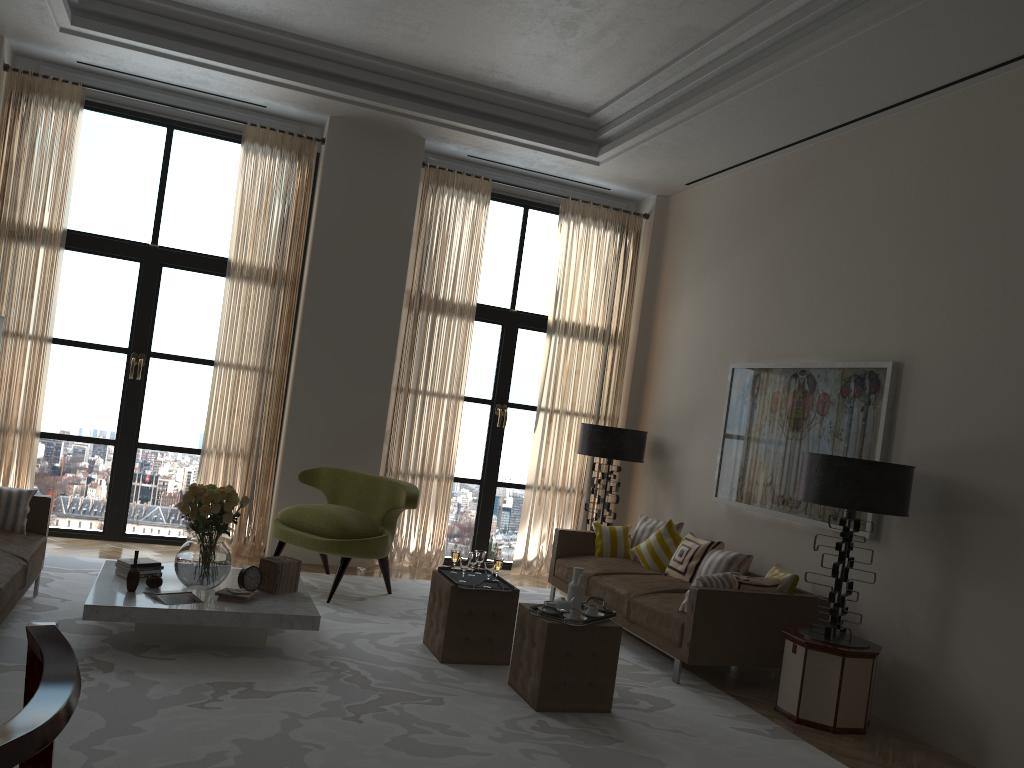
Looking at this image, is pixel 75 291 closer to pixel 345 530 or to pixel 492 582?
pixel 345 530

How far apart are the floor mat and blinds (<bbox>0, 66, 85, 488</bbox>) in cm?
109

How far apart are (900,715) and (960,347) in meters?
2.9

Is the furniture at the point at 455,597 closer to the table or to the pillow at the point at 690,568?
the table

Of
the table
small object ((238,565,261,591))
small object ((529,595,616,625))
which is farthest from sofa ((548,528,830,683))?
small object ((238,565,261,591))

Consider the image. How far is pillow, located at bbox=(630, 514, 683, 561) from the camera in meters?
9.8

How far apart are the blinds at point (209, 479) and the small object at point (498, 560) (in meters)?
3.83

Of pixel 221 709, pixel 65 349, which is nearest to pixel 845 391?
pixel 221 709

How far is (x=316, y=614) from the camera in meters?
6.5

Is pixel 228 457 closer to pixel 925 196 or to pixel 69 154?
pixel 69 154
